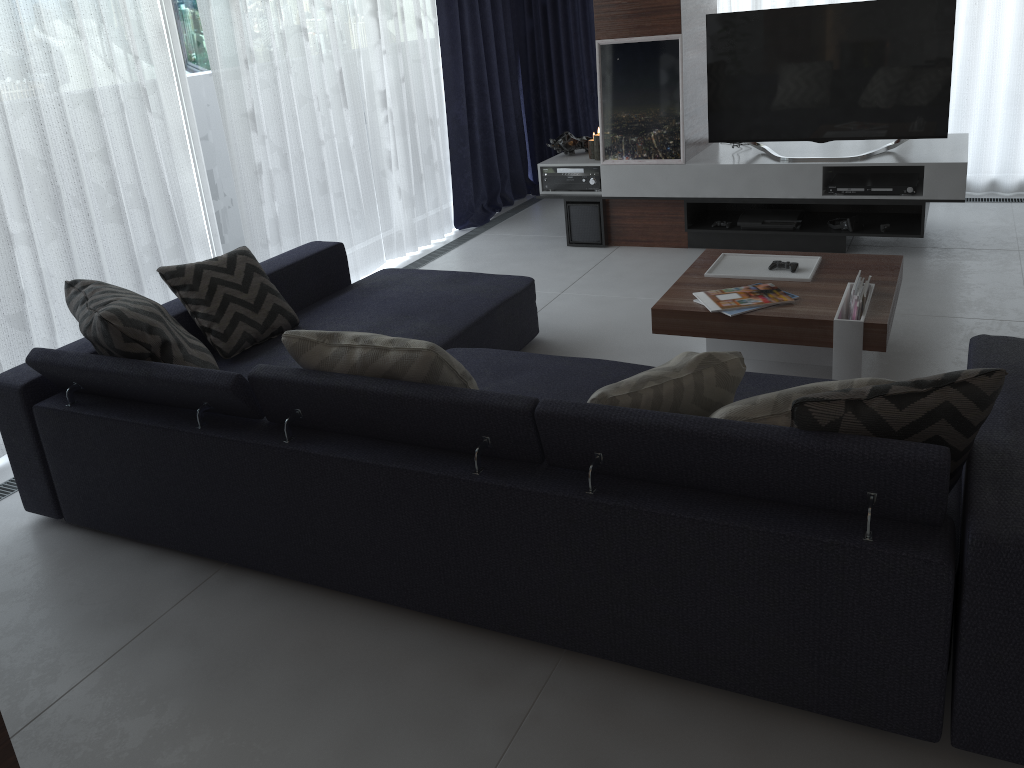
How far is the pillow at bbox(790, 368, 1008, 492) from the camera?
1.69m

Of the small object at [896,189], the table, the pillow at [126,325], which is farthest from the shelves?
the pillow at [126,325]

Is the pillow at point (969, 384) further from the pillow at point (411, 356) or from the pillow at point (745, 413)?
the pillow at point (411, 356)

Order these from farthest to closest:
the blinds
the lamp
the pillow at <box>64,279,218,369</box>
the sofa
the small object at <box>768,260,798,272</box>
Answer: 1. the lamp
2. the small object at <box>768,260,798,272</box>
3. the blinds
4. the pillow at <box>64,279,218,369</box>
5. the sofa

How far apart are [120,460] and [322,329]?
1.00m

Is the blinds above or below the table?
above

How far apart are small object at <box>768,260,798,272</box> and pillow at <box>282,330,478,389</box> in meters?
1.7 m

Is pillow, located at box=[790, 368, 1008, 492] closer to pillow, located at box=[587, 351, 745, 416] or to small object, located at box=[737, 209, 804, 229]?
pillow, located at box=[587, 351, 745, 416]

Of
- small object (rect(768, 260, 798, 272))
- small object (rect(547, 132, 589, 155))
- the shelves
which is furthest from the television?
small object (rect(768, 260, 798, 272))

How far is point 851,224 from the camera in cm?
464
